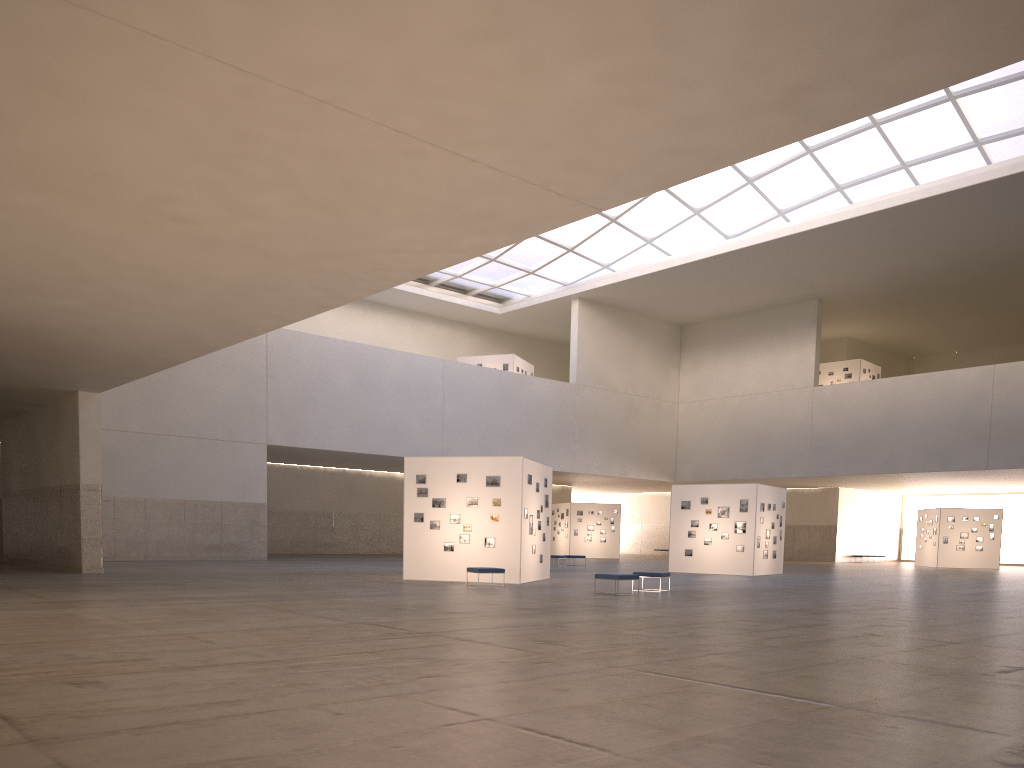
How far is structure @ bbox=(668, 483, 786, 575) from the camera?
42.50m

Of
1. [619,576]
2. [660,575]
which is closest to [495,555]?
[660,575]

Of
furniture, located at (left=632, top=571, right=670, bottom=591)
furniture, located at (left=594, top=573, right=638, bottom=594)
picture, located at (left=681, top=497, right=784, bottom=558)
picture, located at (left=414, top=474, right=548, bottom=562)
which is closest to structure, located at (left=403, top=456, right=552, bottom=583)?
picture, located at (left=414, top=474, right=548, bottom=562)

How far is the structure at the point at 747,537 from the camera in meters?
42.5

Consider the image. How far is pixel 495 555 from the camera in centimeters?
3097cm

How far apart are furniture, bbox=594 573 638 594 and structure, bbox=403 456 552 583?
5.20m

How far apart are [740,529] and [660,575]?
16.2 meters

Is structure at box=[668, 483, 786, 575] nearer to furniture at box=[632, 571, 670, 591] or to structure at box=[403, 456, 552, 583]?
structure at box=[403, 456, 552, 583]

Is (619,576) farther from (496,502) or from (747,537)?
(747,537)

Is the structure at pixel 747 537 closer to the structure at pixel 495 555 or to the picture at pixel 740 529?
the picture at pixel 740 529
